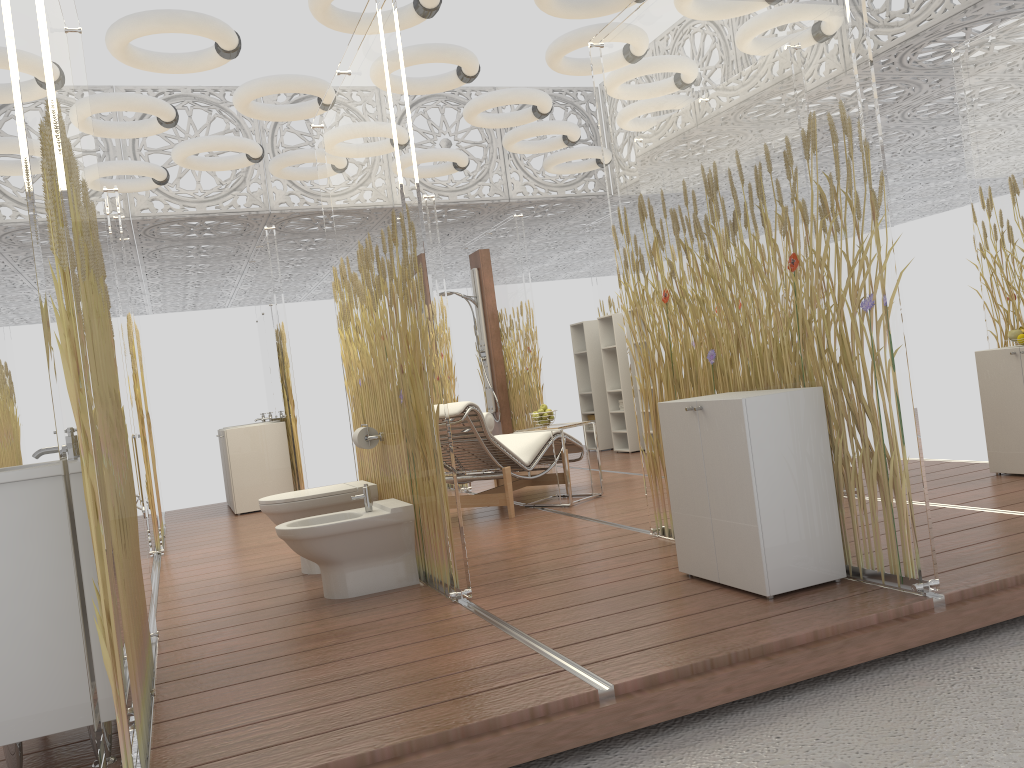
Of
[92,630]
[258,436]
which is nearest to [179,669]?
[92,630]

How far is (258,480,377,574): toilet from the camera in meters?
4.7 m

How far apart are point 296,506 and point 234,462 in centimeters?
374cm

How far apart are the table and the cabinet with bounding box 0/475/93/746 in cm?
398

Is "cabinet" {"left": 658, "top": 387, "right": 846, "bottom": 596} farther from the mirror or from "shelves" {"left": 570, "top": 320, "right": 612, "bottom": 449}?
"shelves" {"left": 570, "top": 320, "right": 612, "bottom": 449}

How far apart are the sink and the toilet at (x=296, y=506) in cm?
194

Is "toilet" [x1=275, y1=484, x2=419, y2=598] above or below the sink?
below

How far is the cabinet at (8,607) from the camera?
2.3m

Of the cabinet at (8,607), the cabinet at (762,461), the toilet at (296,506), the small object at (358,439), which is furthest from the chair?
the cabinet at (8,607)

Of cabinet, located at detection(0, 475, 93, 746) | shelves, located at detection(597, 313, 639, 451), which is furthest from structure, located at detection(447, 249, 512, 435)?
cabinet, located at detection(0, 475, 93, 746)
